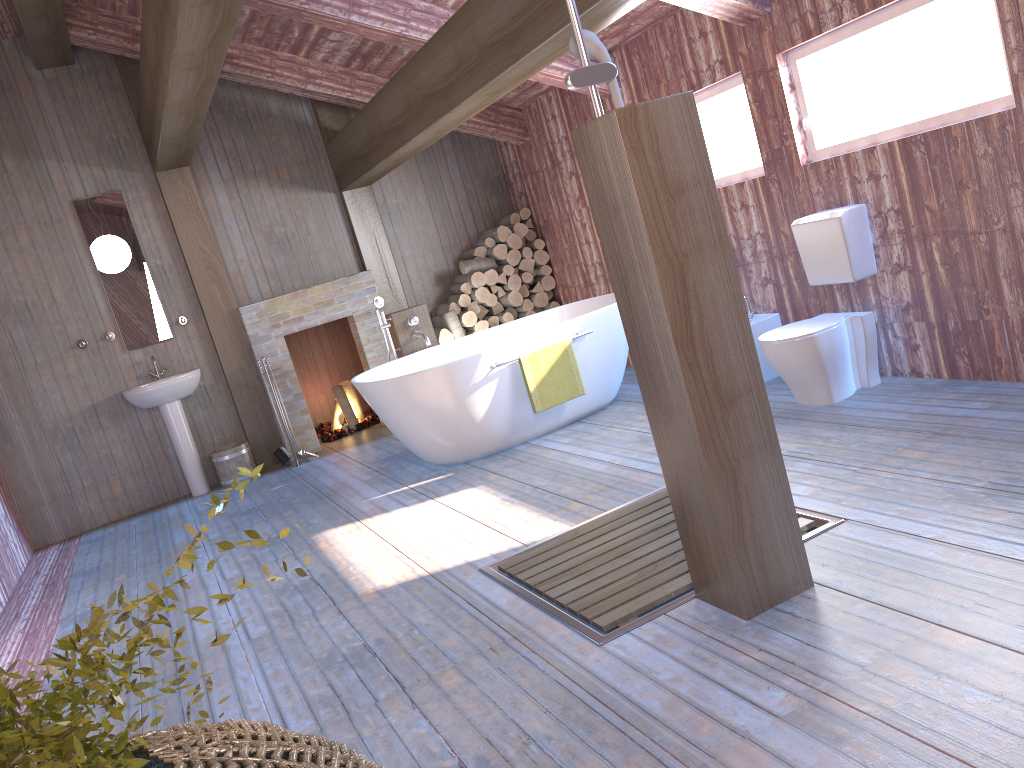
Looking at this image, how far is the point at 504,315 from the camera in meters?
7.6

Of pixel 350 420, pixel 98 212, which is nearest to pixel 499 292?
pixel 350 420

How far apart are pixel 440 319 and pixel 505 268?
0.71m

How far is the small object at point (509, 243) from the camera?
7.6m

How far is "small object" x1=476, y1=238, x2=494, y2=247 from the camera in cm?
761

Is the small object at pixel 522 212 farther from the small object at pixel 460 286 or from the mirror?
the mirror

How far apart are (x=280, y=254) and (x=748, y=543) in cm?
564

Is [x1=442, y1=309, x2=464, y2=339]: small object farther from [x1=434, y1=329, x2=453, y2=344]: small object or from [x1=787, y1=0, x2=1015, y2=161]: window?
[x1=787, y1=0, x2=1015, y2=161]: window

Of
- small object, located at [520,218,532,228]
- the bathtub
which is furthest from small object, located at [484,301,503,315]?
the bathtub

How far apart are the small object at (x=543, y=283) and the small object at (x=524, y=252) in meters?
0.2
